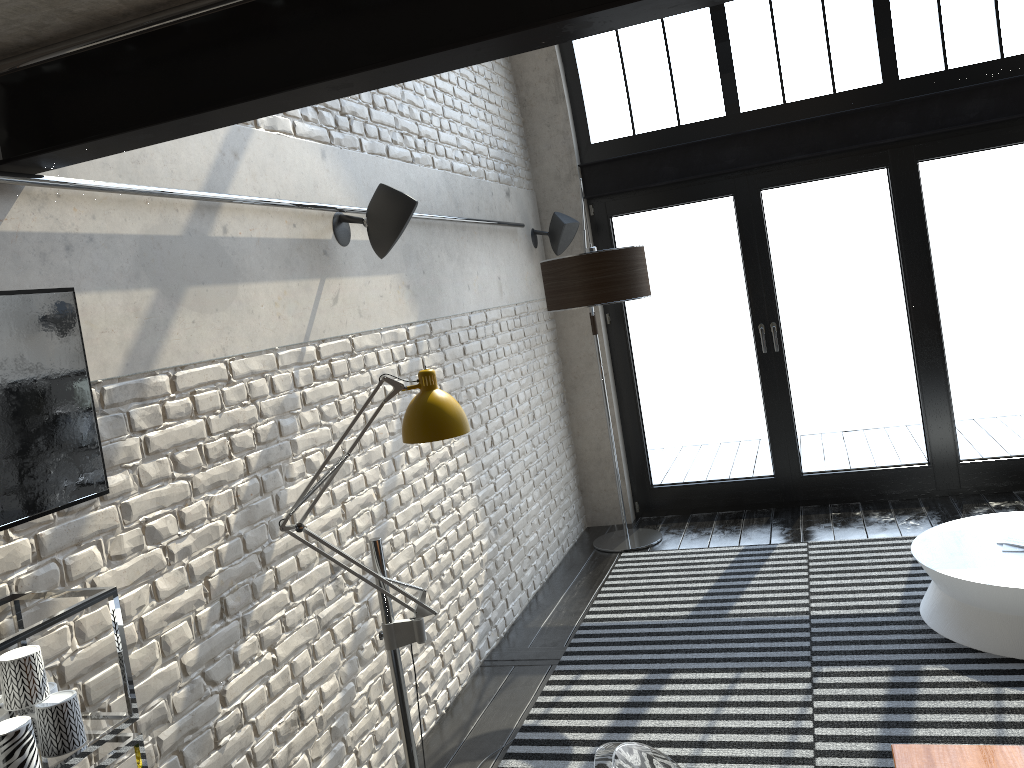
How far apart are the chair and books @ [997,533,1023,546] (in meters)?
3.00

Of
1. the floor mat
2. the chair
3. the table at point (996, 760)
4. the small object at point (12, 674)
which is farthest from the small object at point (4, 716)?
the floor mat

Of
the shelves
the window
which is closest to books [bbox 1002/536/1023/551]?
the window

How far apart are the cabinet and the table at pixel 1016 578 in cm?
343

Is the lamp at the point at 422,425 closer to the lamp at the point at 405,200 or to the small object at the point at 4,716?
the small object at the point at 4,716

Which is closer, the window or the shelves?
the shelves

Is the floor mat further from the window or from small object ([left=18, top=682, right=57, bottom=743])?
small object ([left=18, top=682, right=57, bottom=743])

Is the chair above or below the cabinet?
below

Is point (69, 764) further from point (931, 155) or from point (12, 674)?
point (931, 155)

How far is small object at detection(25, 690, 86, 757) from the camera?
1.8m
